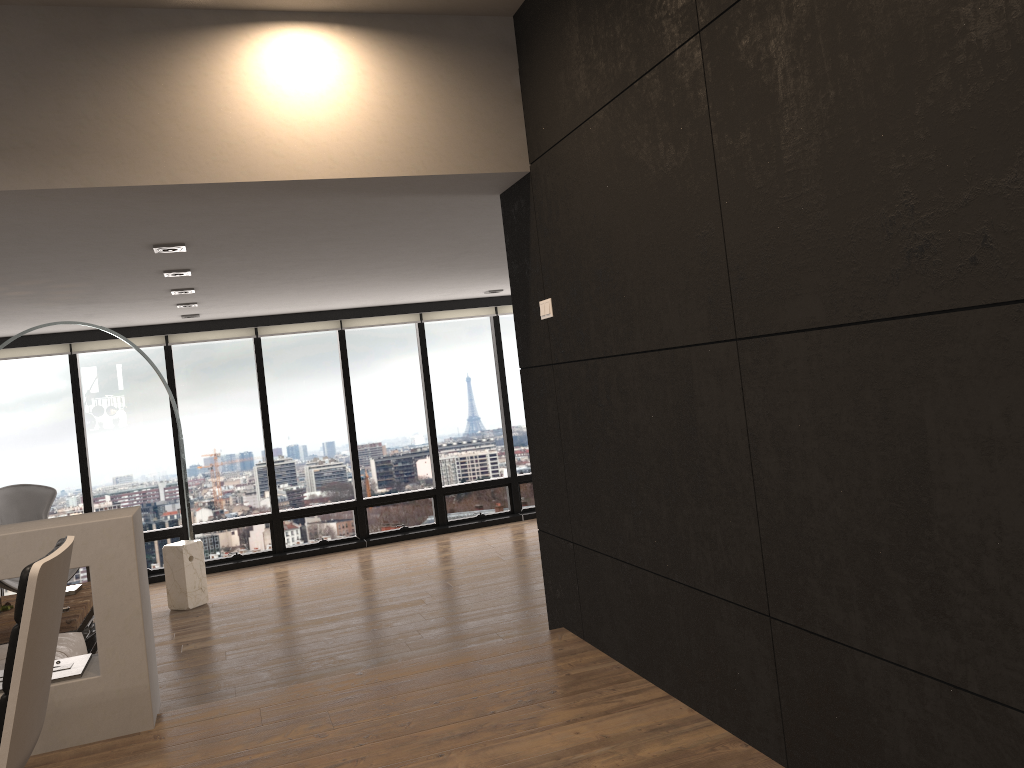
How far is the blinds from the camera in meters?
8.3

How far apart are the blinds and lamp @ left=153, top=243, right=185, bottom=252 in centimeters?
416cm

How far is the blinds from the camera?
8.3 meters

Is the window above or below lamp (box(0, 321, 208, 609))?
above

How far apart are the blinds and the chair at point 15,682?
7.02m

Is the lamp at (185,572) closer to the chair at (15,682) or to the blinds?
the blinds

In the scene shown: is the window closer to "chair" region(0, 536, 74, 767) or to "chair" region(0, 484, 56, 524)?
"chair" region(0, 484, 56, 524)

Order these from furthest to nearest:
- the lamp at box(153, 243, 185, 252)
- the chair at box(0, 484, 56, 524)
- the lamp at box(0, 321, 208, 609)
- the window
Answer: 1. the window
2. the chair at box(0, 484, 56, 524)
3. the lamp at box(0, 321, 208, 609)
4. the lamp at box(153, 243, 185, 252)

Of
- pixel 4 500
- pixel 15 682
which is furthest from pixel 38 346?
pixel 15 682

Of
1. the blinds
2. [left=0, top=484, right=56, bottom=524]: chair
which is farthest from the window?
[left=0, top=484, right=56, bottom=524]: chair
